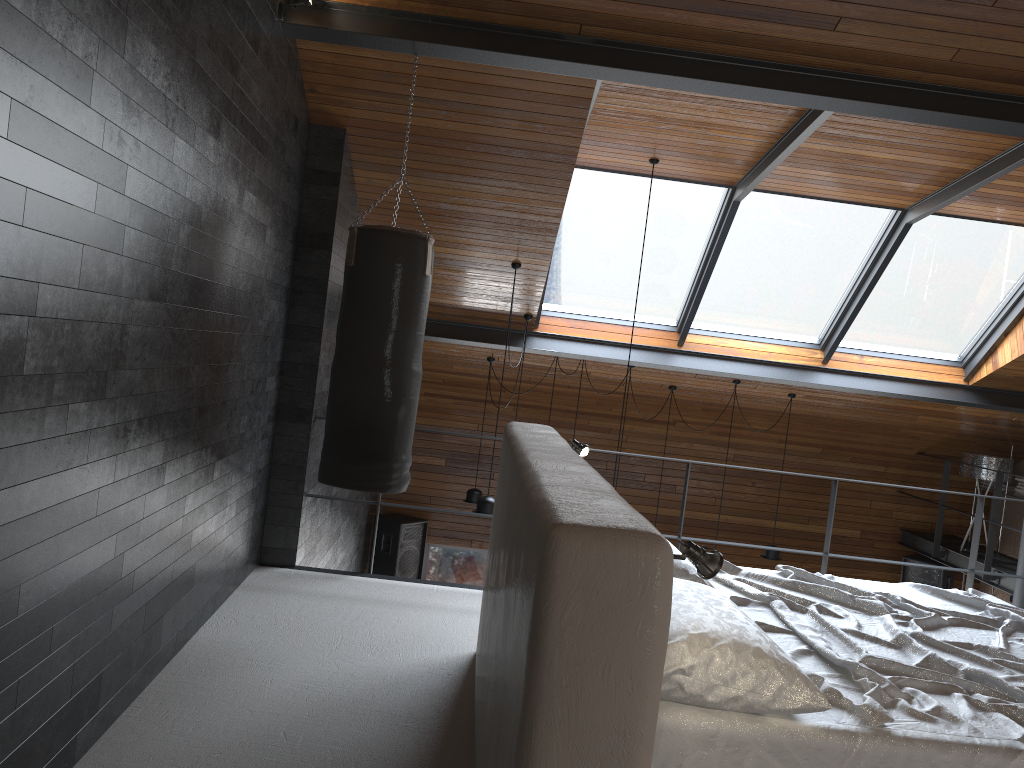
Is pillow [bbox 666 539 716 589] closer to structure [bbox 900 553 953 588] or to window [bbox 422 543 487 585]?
window [bbox 422 543 487 585]

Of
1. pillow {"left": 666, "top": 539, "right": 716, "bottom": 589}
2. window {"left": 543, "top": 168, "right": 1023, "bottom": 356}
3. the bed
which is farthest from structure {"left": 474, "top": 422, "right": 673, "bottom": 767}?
window {"left": 543, "top": 168, "right": 1023, "bottom": 356}

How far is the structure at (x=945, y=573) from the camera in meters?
9.5

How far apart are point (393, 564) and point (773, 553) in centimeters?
384cm

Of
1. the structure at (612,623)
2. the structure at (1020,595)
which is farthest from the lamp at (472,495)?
the structure at (612,623)

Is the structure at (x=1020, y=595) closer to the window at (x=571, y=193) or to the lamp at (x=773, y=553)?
the window at (x=571, y=193)

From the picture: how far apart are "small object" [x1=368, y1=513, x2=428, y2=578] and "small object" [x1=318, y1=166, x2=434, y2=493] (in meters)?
4.99

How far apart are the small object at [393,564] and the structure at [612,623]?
5.6 meters

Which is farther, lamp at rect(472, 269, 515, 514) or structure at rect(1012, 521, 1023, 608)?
lamp at rect(472, 269, 515, 514)

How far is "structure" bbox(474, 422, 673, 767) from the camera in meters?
1.6 m
